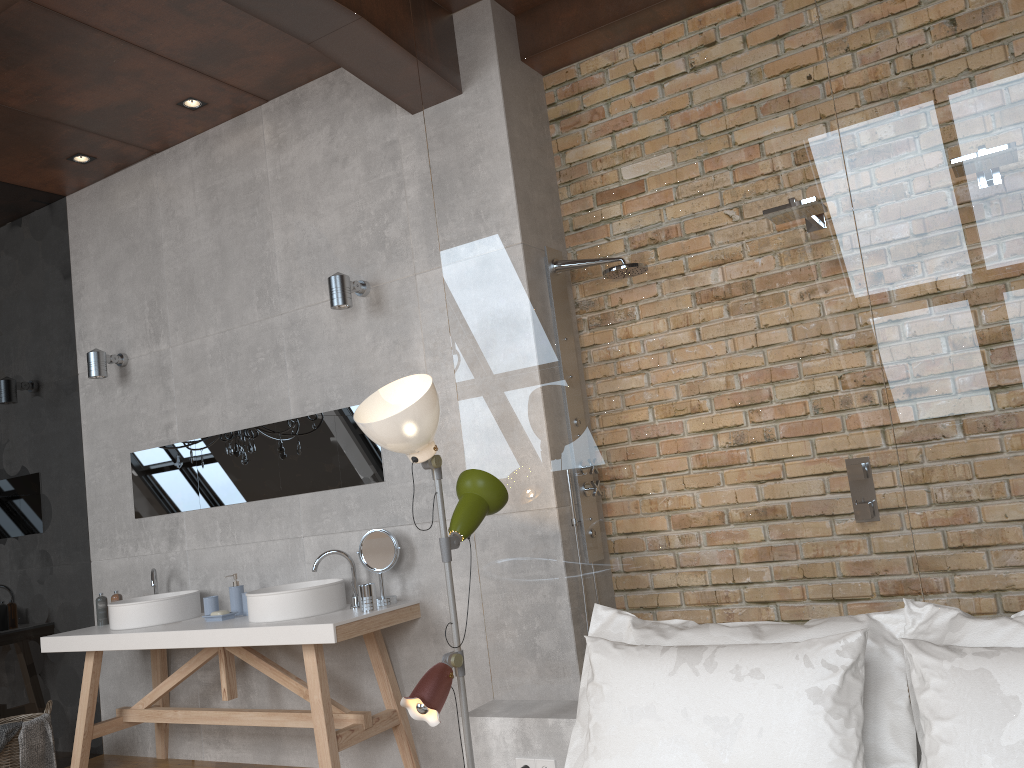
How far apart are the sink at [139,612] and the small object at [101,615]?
0.2m

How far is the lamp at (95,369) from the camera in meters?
5.0

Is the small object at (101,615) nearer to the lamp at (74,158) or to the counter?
the counter

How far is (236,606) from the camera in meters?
4.3 m

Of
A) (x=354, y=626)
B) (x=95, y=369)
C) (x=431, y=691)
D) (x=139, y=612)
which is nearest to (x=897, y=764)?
(x=431, y=691)

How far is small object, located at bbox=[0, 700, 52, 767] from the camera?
4.3m

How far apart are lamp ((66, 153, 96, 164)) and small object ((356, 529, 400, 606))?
2.8m

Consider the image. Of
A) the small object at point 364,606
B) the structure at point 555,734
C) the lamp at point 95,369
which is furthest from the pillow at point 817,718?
the lamp at point 95,369

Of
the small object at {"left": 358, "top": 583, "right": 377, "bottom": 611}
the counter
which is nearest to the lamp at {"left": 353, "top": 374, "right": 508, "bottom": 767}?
the counter

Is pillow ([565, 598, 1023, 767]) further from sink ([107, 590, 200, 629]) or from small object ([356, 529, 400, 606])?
sink ([107, 590, 200, 629])
